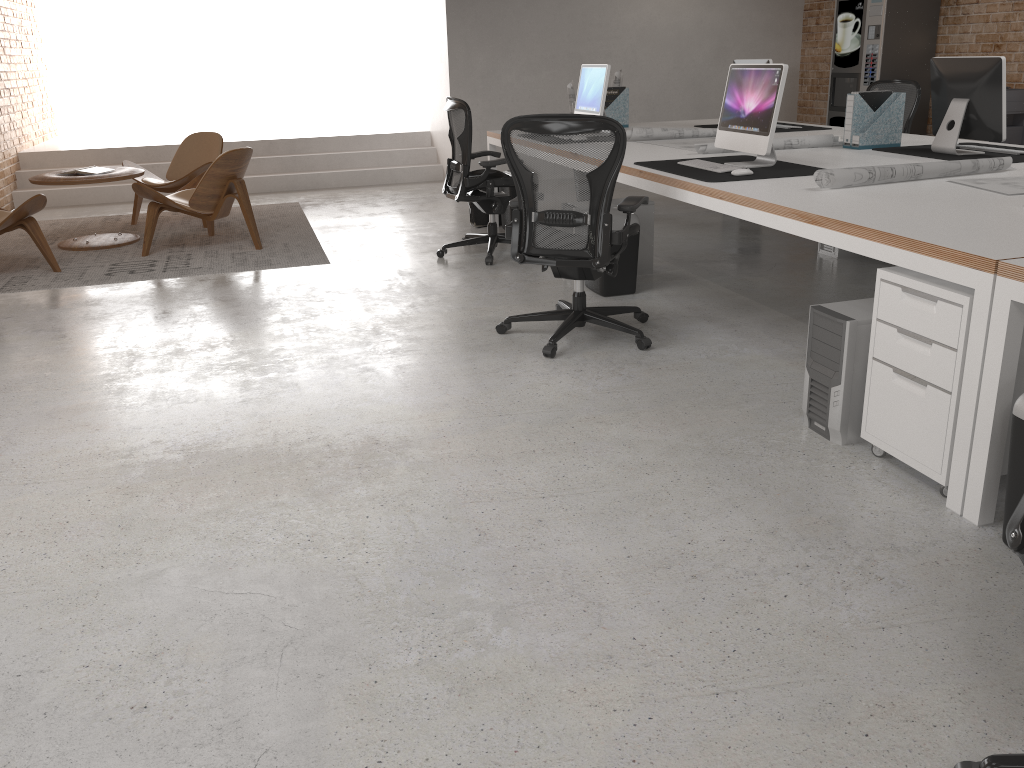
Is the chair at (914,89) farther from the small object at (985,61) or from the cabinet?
the cabinet

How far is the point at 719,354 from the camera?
4.1m

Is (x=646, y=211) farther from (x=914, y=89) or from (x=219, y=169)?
(x=219, y=169)

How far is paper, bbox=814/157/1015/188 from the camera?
3.59m

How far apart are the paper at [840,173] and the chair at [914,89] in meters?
2.8 m

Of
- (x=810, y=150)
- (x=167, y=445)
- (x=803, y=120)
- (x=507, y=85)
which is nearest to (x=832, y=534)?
(x=167, y=445)

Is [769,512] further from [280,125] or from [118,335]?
[280,125]

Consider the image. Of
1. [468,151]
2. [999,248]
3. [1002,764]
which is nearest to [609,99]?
[468,151]

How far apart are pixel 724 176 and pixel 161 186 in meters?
5.3

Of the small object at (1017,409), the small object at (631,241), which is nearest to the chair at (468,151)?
the small object at (631,241)
